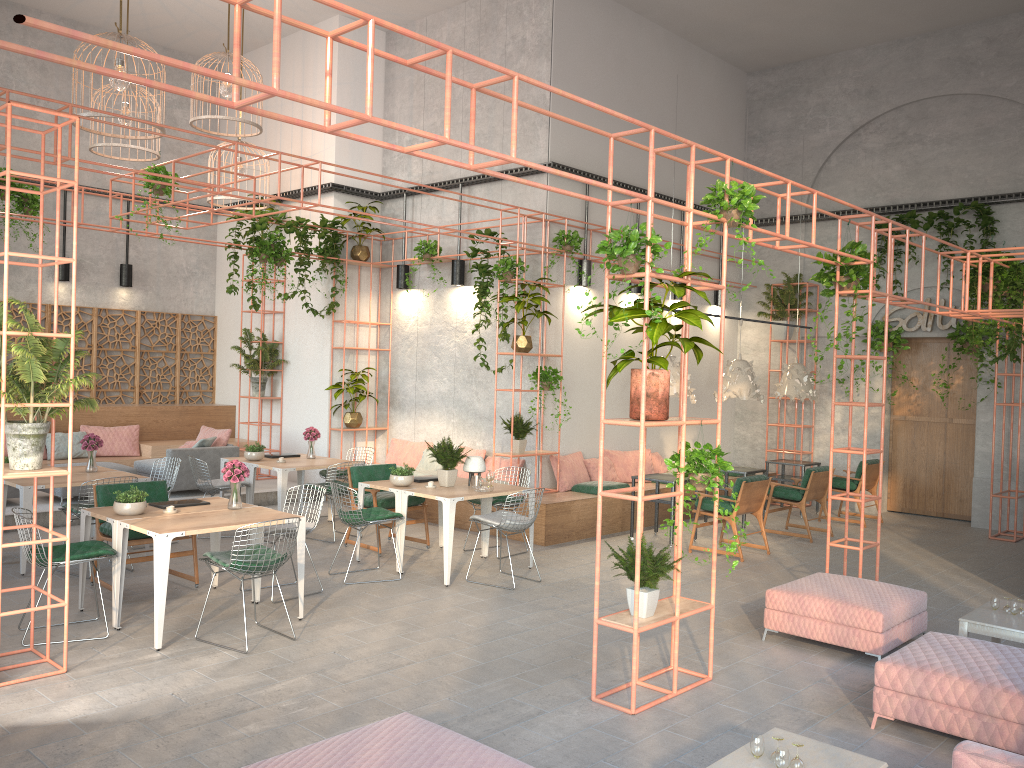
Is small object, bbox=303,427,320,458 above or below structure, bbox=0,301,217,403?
below

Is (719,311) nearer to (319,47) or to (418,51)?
(418,51)

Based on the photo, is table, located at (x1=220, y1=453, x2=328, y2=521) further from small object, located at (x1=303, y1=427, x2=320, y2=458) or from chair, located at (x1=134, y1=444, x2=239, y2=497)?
chair, located at (x1=134, y1=444, x2=239, y2=497)

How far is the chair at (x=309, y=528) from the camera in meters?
7.8

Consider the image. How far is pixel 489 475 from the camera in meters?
9.1 m

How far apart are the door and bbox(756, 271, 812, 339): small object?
1.79m

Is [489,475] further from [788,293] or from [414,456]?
[788,293]

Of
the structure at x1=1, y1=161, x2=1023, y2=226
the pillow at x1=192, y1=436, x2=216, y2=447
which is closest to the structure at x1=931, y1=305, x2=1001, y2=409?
the structure at x1=1, y1=161, x2=1023, y2=226

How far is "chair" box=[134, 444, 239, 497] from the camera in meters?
12.0 m

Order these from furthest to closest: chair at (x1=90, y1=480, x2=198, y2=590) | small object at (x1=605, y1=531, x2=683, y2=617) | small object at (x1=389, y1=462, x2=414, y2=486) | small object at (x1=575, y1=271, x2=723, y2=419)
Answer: small object at (x1=389, y1=462, x2=414, y2=486) → chair at (x1=90, y1=480, x2=198, y2=590) → small object at (x1=605, y1=531, x2=683, y2=617) → small object at (x1=575, y1=271, x2=723, y2=419)
